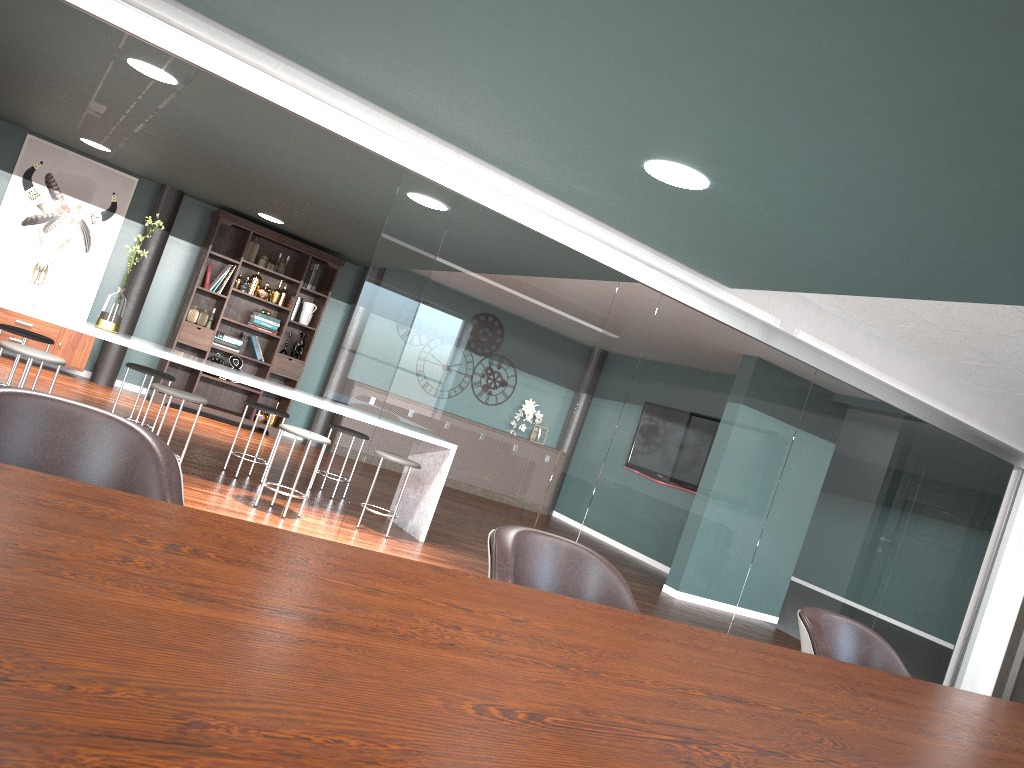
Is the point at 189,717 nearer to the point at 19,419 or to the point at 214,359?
the point at 19,419

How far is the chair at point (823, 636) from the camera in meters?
2.5

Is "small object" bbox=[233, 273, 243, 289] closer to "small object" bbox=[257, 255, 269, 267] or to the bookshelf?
the bookshelf

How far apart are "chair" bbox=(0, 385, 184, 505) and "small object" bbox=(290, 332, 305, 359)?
7.8m

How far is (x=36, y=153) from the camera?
8.21m

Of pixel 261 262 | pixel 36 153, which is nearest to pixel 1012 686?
pixel 261 262

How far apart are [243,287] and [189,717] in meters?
8.7

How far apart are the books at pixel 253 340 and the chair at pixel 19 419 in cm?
765

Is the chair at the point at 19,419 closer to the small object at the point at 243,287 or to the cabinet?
the cabinet

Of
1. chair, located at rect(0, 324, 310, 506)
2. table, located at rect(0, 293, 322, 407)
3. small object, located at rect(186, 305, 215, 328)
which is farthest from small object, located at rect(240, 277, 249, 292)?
table, located at rect(0, 293, 322, 407)
